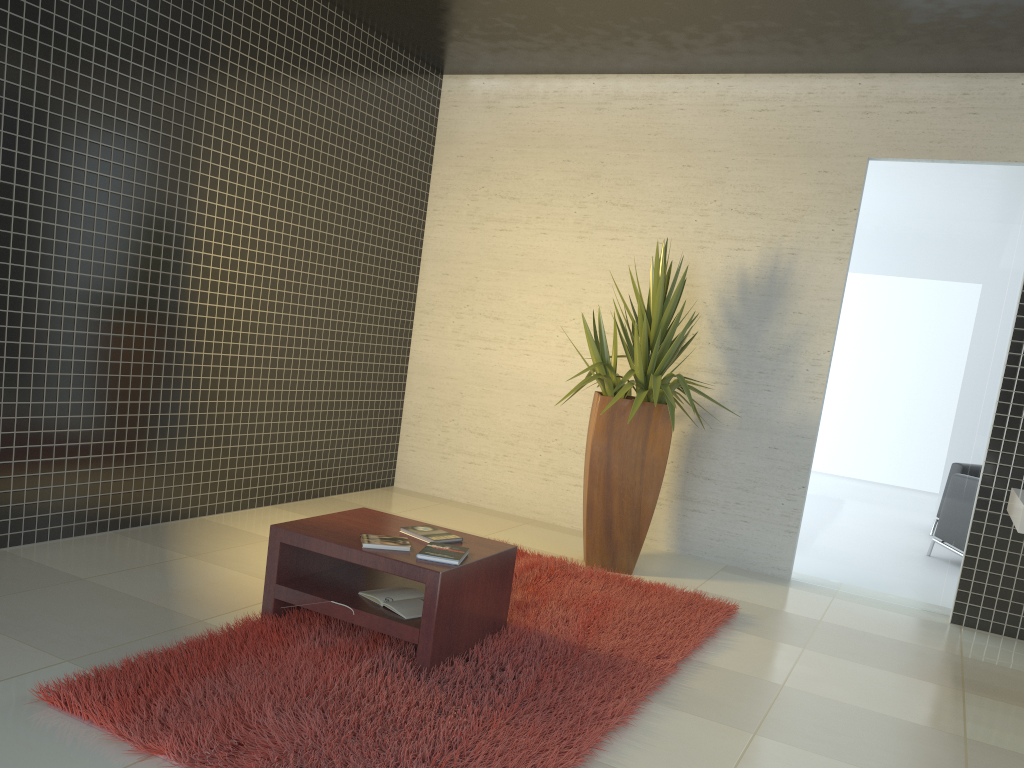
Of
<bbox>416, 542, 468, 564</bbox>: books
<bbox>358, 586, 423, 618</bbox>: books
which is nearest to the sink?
<bbox>416, 542, 468, 564</bbox>: books

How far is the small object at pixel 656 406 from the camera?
5.35m

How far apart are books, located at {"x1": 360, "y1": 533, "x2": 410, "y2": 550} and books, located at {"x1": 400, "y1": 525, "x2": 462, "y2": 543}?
0.12m

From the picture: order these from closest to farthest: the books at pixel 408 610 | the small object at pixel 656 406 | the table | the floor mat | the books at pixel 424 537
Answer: the floor mat < the table < the books at pixel 408 610 < the books at pixel 424 537 < the small object at pixel 656 406

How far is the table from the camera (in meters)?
3.34

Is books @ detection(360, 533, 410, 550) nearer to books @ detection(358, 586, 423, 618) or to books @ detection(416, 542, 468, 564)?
books @ detection(416, 542, 468, 564)

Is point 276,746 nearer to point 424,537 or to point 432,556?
point 432,556

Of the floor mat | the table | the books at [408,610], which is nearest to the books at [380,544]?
the table

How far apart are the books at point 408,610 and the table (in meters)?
0.03

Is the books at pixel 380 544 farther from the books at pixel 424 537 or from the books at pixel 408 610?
the books at pixel 408 610
